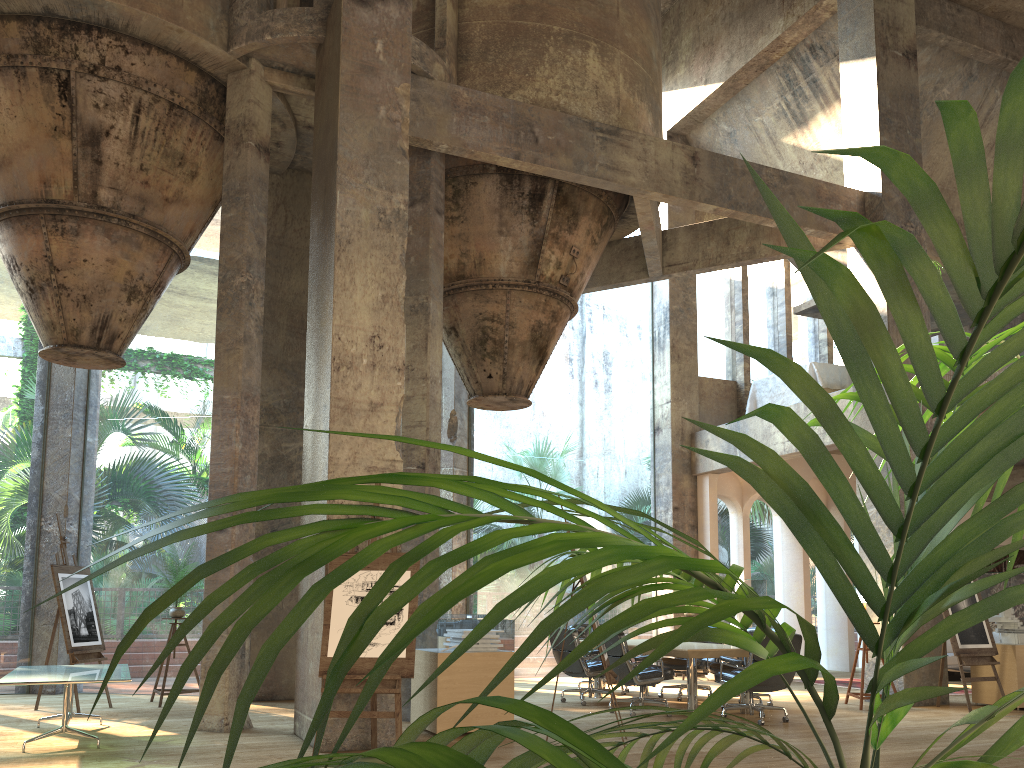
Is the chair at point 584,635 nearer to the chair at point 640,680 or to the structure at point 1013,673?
the chair at point 640,680

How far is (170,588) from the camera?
0.5 meters

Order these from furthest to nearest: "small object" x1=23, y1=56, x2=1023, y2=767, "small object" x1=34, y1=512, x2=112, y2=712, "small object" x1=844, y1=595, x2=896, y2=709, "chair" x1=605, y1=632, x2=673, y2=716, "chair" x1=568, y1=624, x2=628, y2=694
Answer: "chair" x1=568, y1=624, x2=628, y2=694
"small object" x1=844, y1=595, x2=896, y2=709
"small object" x1=34, y1=512, x2=112, y2=712
"chair" x1=605, y1=632, x2=673, y2=716
"small object" x1=23, y1=56, x2=1023, y2=767

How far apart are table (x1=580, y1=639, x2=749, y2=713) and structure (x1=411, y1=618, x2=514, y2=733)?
2.03m

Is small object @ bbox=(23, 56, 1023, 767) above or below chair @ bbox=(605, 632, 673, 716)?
above

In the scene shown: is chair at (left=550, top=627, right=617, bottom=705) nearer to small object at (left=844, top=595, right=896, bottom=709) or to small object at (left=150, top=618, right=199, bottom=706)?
small object at (left=844, top=595, right=896, bottom=709)

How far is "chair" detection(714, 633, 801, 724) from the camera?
8.31m

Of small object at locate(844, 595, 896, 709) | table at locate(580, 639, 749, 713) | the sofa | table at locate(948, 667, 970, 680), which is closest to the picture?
the sofa

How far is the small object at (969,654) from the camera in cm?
942

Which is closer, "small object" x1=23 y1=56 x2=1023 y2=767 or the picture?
"small object" x1=23 y1=56 x2=1023 y2=767
